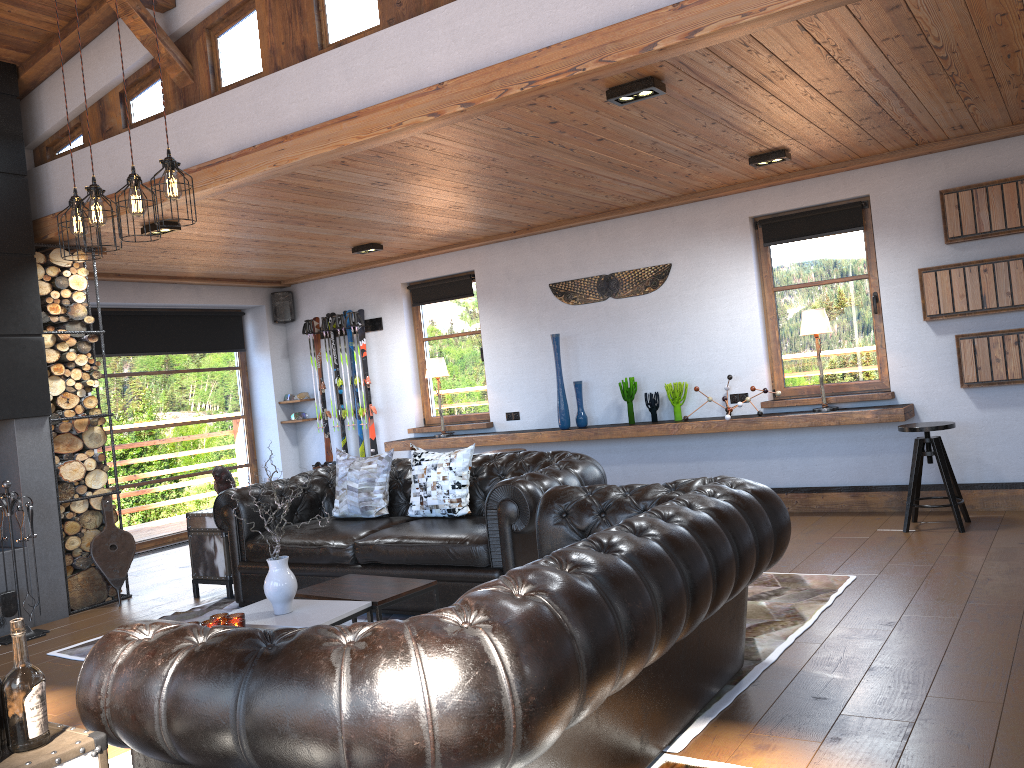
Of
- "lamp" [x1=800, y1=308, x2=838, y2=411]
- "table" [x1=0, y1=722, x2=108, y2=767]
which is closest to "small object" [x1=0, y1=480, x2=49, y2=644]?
"table" [x1=0, y1=722, x2=108, y2=767]

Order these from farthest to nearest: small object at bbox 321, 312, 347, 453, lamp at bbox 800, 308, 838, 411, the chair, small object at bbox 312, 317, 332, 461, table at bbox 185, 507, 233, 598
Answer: small object at bbox 312, 317, 332, 461
small object at bbox 321, 312, 347, 453
lamp at bbox 800, 308, 838, 411
table at bbox 185, 507, 233, 598
the chair

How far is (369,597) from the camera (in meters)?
4.21

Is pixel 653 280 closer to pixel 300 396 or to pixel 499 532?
pixel 499 532

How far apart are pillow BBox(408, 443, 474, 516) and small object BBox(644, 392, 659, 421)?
2.5m

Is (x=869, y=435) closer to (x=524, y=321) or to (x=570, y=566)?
(x=524, y=321)

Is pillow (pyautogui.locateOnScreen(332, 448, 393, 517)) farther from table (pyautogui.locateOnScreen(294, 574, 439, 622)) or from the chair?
the chair

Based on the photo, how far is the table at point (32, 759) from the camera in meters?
1.9

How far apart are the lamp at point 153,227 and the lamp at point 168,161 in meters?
2.1 m

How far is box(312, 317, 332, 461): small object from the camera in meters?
9.8
